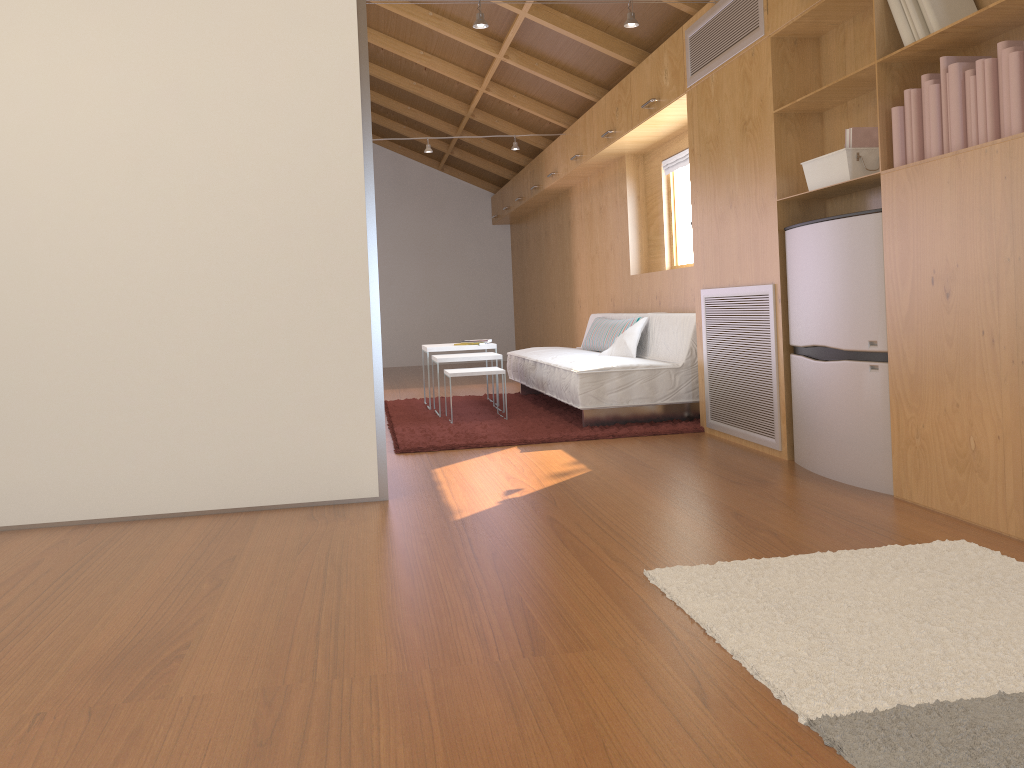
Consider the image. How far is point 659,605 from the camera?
2.1m

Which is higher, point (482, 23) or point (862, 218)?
point (482, 23)

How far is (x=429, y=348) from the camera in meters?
6.1 m

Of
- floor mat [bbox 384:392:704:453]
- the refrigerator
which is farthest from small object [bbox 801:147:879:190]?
floor mat [bbox 384:392:704:453]

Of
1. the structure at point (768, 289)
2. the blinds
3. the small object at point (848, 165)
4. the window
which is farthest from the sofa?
the small object at point (848, 165)

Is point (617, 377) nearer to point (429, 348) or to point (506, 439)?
point (506, 439)

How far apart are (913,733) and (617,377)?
3.46m

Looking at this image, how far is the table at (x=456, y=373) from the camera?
5.34m

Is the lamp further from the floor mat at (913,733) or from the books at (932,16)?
the floor mat at (913,733)

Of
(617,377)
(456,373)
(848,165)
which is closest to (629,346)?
(617,377)
